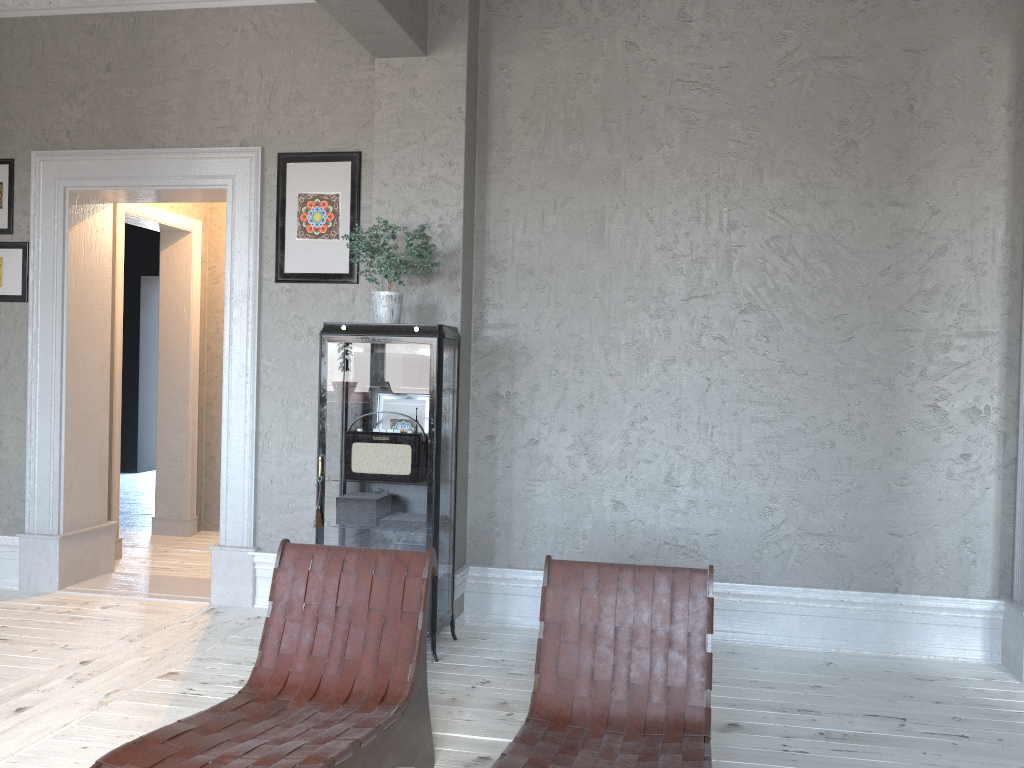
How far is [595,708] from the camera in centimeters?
246cm

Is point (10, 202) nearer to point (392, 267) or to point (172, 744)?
point (392, 267)

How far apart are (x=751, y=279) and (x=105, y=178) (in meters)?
3.47

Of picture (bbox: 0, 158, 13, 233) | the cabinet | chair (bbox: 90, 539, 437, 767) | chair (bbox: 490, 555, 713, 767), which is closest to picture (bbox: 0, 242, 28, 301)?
picture (bbox: 0, 158, 13, 233)

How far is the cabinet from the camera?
3.87m

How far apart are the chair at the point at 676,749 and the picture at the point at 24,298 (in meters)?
3.79

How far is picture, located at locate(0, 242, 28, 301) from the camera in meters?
5.0 m

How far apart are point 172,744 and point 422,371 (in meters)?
2.01

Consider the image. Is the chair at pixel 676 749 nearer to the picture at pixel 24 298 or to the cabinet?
the cabinet

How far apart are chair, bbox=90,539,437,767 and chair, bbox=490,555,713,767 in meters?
0.4
